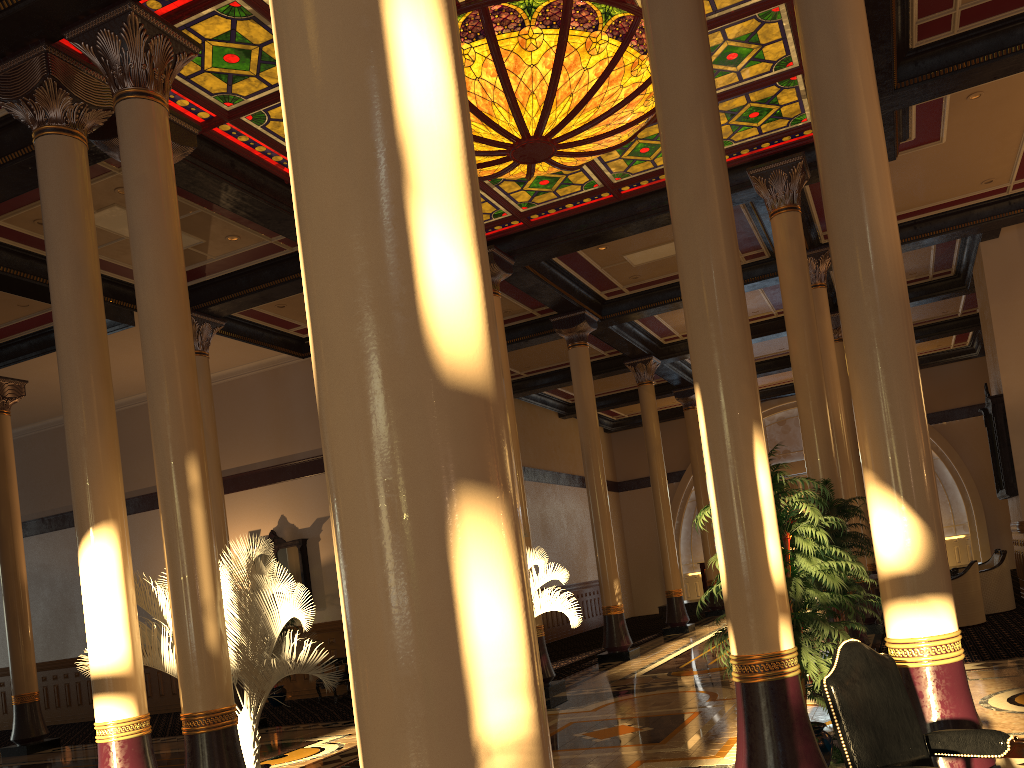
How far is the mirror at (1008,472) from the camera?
13.48m

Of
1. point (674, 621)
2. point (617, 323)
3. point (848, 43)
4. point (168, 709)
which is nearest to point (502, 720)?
point (848, 43)

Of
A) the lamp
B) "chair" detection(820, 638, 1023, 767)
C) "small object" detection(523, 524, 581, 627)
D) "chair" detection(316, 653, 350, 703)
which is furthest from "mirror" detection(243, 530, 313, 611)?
"chair" detection(820, 638, 1023, 767)

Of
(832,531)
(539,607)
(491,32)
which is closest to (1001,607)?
(832,531)

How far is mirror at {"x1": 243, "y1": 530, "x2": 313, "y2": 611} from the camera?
15.8m

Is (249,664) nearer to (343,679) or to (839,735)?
Answer: (839,735)

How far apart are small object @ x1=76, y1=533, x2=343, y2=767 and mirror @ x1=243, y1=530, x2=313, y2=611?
8.2 meters

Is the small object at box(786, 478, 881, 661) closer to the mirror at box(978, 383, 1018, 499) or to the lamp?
the lamp

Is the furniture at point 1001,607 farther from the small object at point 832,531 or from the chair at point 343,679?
the chair at point 343,679

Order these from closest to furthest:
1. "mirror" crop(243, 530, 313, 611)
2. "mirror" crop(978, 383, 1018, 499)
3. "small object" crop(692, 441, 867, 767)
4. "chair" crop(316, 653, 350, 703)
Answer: "small object" crop(692, 441, 867, 767), "mirror" crop(978, 383, 1018, 499), "chair" crop(316, 653, 350, 703), "mirror" crop(243, 530, 313, 611)
